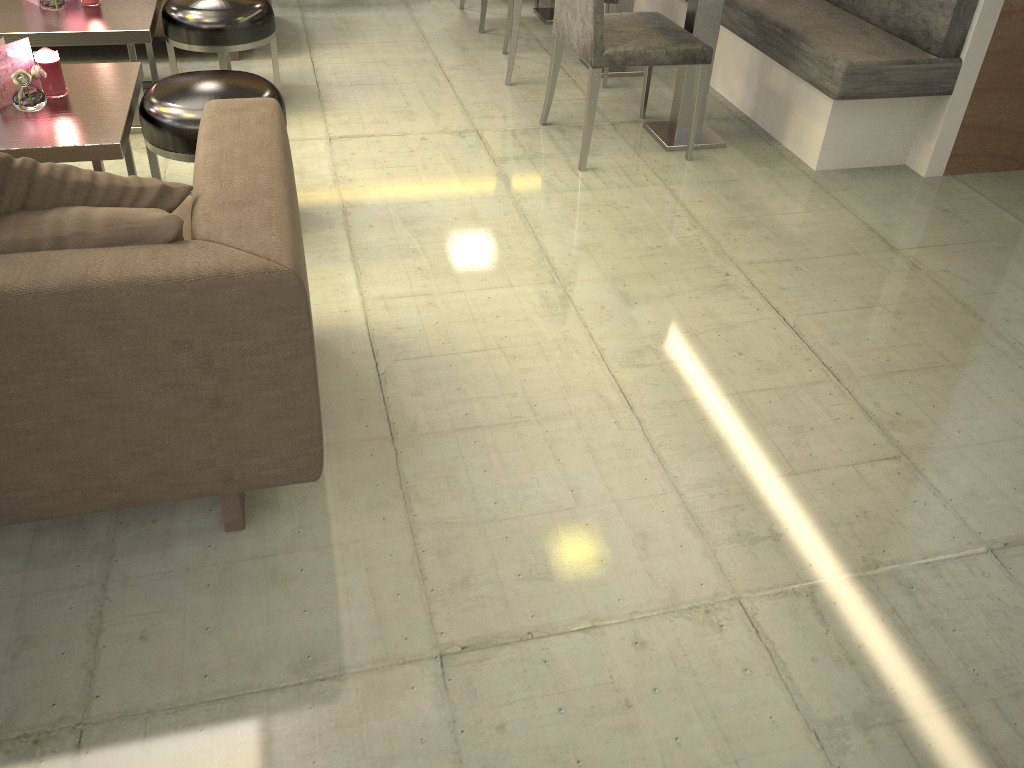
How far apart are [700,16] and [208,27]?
1.80m

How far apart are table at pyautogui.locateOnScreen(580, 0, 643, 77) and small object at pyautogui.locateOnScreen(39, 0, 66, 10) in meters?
2.3

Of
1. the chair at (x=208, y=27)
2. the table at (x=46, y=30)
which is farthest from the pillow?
the chair at (x=208, y=27)

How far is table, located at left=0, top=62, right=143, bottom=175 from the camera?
2.3m

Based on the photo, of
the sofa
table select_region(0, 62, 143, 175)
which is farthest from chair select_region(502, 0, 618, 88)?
table select_region(0, 62, 143, 175)

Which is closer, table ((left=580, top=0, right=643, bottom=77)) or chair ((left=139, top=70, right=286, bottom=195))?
chair ((left=139, top=70, right=286, bottom=195))

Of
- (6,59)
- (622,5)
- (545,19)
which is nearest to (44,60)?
(6,59)

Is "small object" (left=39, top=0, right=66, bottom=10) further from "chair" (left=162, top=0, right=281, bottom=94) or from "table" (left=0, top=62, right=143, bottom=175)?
"table" (left=0, top=62, right=143, bottom=175)

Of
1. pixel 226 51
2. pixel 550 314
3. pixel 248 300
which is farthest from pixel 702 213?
pixel 248 300

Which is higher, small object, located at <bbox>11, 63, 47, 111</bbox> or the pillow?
the pillow
